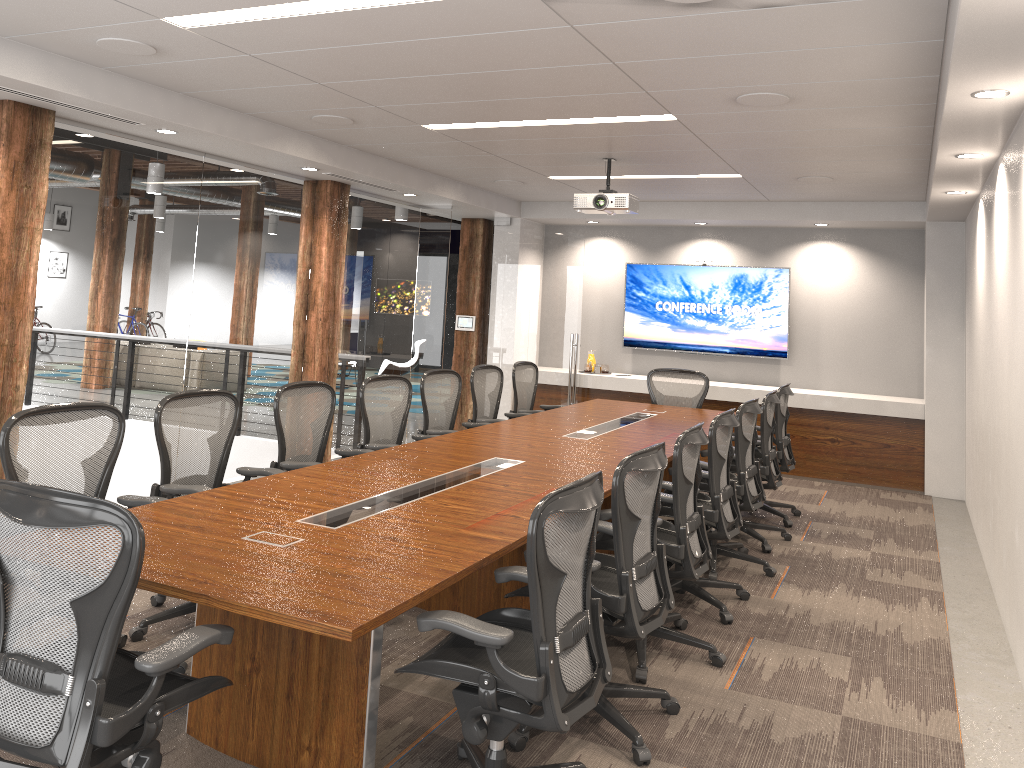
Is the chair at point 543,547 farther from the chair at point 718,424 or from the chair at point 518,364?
the chair at point 518,364

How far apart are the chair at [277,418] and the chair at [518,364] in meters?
2.7 m

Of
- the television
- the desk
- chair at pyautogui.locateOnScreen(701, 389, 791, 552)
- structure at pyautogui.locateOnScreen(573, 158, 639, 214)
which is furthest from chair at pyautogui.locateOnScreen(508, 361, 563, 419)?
the television

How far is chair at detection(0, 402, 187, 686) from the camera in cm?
352

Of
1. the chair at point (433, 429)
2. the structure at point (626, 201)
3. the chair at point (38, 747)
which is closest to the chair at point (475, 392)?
the chair at point (433, 429)

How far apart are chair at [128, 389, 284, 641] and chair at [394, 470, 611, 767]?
1.6m

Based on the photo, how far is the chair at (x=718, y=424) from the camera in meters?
4.8

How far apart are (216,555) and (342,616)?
0.7 meters

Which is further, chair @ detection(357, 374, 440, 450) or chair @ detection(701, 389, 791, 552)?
chair @ detection(701, 389, 791, 552)

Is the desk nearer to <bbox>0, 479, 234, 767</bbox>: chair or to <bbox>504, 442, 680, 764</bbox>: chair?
<bbox>0, 479, 234, 767</bbox>: chair
